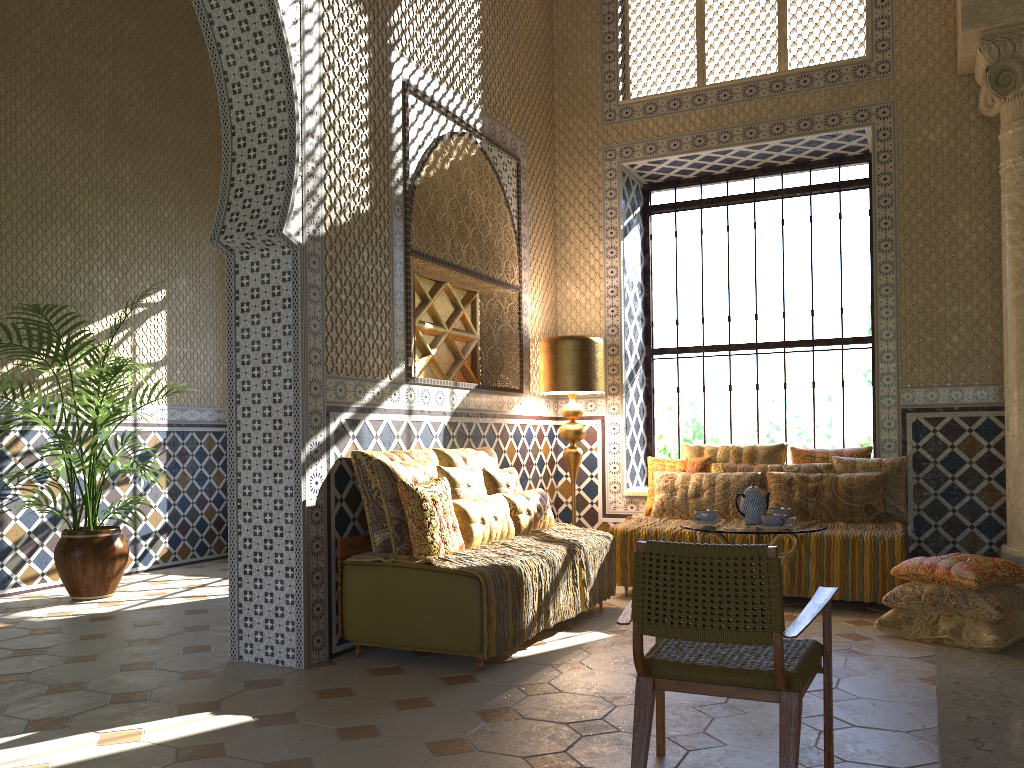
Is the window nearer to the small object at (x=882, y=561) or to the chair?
the small object at (x=882, y=561)

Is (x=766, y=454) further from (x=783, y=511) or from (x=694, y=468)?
(x=783, y=511)

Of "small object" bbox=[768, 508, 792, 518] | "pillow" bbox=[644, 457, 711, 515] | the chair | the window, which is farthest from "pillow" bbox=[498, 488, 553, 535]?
the chair

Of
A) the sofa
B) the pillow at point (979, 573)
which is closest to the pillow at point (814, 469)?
the pillow at point (979, 573)

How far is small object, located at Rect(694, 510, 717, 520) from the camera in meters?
6.9

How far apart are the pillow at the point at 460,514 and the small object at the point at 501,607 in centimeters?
6cm

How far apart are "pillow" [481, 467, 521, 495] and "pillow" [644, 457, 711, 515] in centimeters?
199cm

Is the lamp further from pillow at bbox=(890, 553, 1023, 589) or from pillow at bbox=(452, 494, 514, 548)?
pillow at bbox=(890, 553, 1023, 589)

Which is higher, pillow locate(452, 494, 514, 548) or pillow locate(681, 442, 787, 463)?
pillow locate(681, 442, 787, 463)

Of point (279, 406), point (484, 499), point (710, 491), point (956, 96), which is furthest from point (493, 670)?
point (956, 96)
